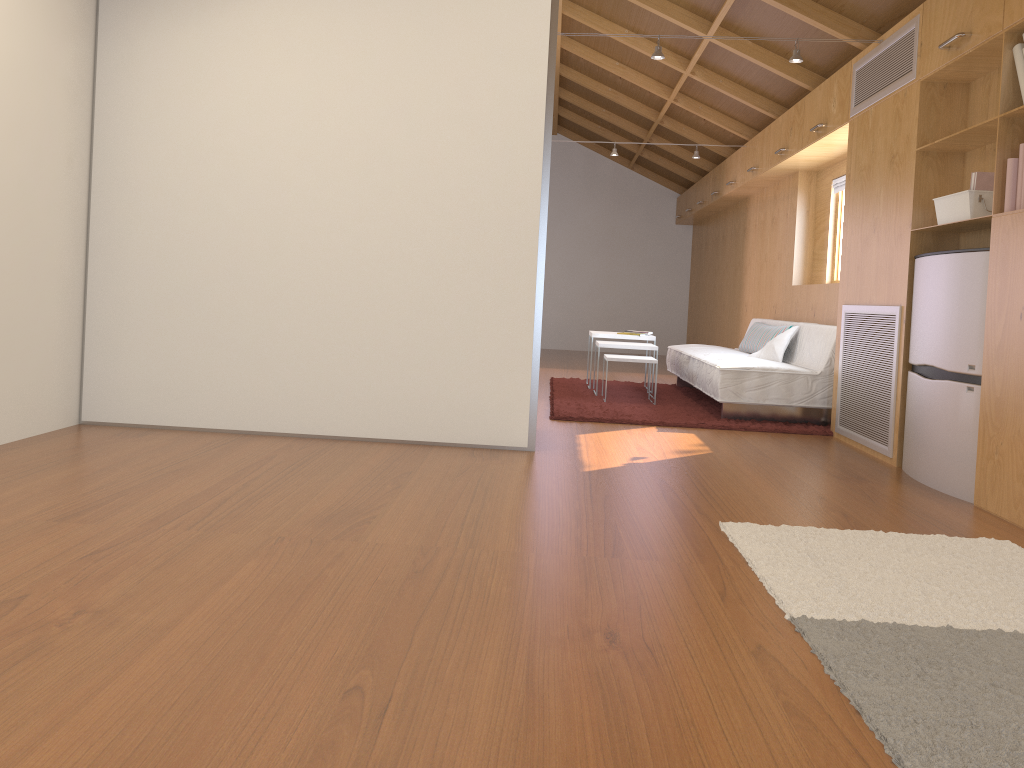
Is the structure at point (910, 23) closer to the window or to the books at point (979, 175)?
the books at point (979, 175)

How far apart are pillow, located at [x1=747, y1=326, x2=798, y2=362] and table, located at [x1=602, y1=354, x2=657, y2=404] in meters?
0.8

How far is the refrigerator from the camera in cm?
345

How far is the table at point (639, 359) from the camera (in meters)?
5.97

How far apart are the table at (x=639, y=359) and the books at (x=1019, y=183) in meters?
2.9 m

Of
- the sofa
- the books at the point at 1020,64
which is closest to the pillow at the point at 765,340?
the sofa

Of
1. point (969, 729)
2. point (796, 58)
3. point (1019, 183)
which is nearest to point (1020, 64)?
point (1019, 183)

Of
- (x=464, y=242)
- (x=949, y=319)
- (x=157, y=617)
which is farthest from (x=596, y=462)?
(x=157, y=617)

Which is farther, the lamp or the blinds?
the blinds

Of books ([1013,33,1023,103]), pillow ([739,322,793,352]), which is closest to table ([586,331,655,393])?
pillow ([739,322,793,352])
